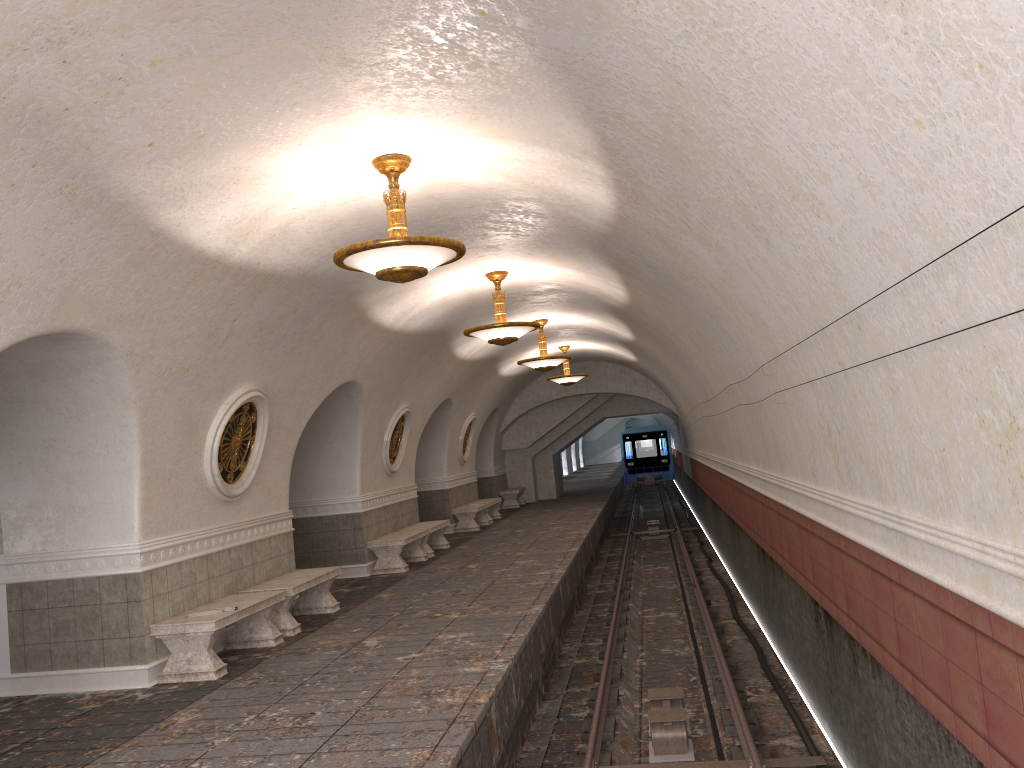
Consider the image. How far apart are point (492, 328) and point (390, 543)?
4.3m

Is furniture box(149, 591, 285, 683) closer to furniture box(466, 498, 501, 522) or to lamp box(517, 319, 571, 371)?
lamp box(517, 319, 571, 371)

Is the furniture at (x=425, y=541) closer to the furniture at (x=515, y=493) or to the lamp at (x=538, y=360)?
the lamp at (x=538, y=360)

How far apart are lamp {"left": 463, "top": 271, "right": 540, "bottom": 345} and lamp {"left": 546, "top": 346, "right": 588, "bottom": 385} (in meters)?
9.20

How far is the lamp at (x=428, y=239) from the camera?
6.3m

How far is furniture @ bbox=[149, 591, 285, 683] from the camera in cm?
761

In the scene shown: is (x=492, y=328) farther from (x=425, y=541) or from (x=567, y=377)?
(x=567, y=377)

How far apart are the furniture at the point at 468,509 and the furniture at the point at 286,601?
8.9m

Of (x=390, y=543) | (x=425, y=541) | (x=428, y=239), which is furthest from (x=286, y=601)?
(x=425, y=541)

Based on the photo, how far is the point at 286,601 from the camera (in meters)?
9.30
